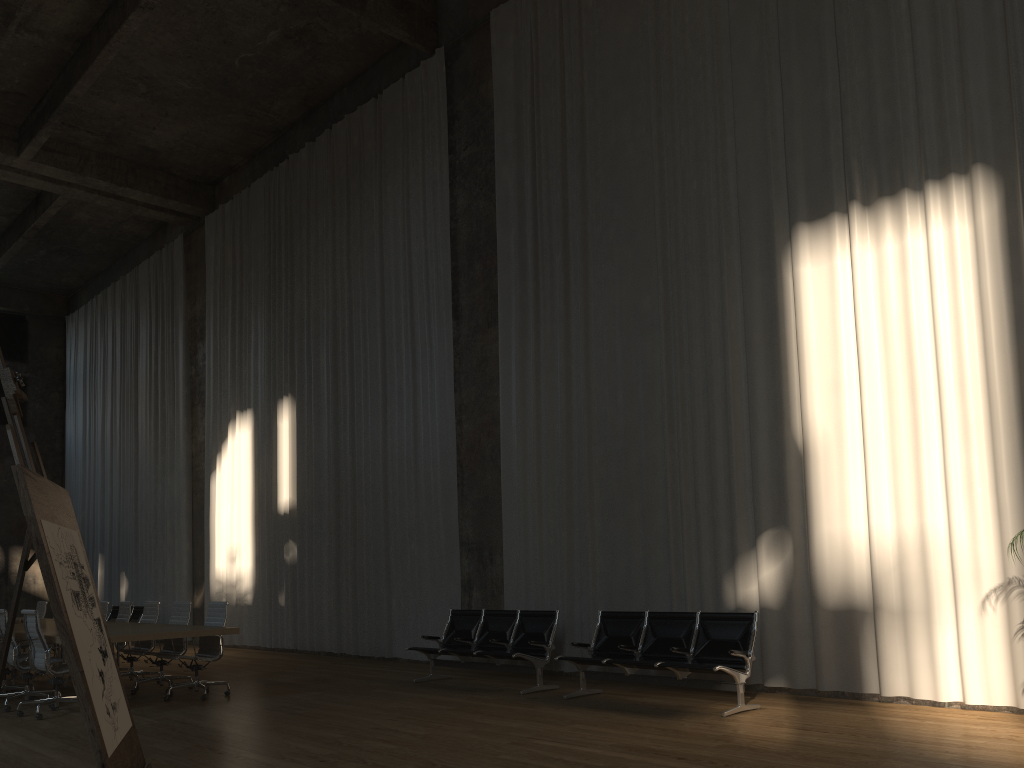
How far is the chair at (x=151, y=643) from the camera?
10.6m

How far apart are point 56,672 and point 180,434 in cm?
1084

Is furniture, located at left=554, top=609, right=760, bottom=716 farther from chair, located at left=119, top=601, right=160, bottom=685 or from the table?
chair, located at left=119, top=601, right=160, bottom=685

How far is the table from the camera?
8.2m

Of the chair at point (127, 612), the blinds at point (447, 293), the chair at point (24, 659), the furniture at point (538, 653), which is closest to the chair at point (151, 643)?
the chair at point (127, 612)

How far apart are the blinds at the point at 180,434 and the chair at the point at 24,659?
8.15m

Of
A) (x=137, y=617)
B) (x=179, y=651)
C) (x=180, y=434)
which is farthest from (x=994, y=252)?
(x=137, y=617)

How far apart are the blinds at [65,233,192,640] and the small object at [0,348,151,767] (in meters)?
16.11

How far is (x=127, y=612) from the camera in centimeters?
1137cm

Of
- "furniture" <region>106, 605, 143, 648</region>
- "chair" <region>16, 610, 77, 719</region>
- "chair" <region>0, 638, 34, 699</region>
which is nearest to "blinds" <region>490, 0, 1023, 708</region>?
"chair" <region>16, 610, 77, 719</region>
